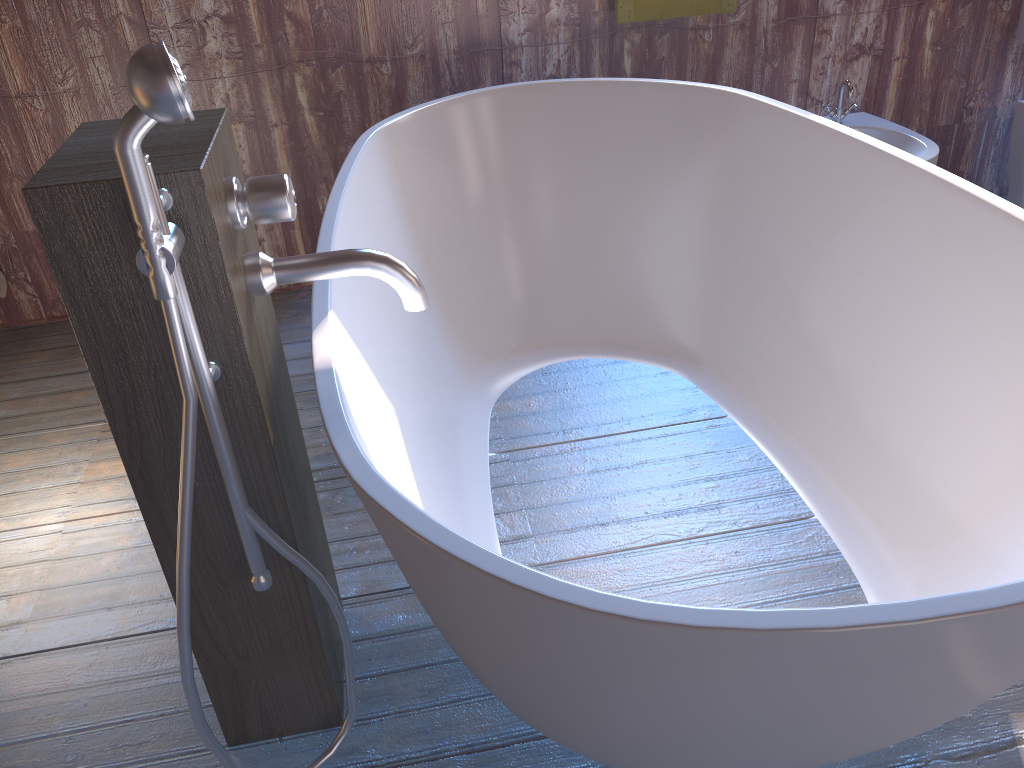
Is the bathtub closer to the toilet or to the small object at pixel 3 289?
the toilet

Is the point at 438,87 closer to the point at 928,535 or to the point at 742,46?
the point at 742,46

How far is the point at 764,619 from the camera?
0.8m

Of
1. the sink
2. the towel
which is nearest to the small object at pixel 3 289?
the towel

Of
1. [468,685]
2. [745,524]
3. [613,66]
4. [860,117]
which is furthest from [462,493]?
[860,117]

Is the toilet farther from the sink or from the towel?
the towel

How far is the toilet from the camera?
2.9 meters

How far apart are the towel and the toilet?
1.1m

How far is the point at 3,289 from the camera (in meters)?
2.75

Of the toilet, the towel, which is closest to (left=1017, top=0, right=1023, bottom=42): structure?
the toilet
